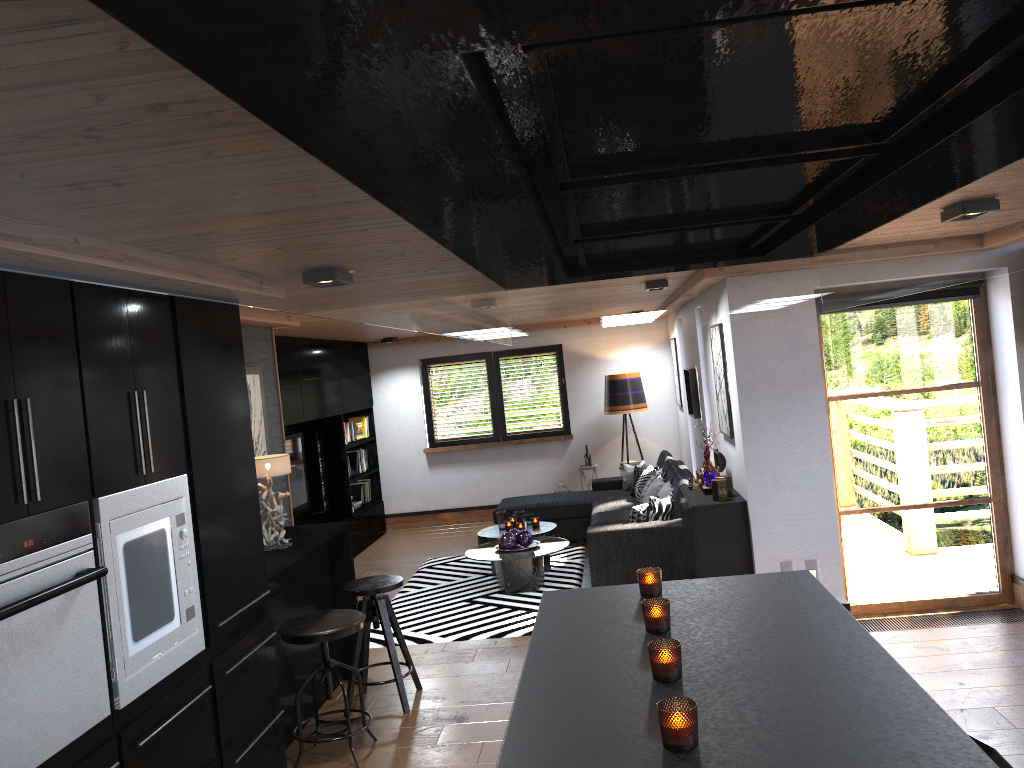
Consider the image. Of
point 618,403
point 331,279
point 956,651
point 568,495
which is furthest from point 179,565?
point 618,403

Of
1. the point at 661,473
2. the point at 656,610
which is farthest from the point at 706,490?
the point at 656,610

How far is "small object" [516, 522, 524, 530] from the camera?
8.04m

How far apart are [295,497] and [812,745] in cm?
766

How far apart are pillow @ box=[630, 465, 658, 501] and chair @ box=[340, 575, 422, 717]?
3.9 meters

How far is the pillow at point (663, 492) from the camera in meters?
7.5 m

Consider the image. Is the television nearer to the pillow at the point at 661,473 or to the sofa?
the sofa

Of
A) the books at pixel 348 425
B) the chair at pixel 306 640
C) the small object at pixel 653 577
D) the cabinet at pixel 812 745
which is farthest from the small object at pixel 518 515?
the small object at pixel 653 577

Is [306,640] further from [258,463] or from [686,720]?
[686,720]

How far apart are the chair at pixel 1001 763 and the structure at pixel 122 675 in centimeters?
249cm
